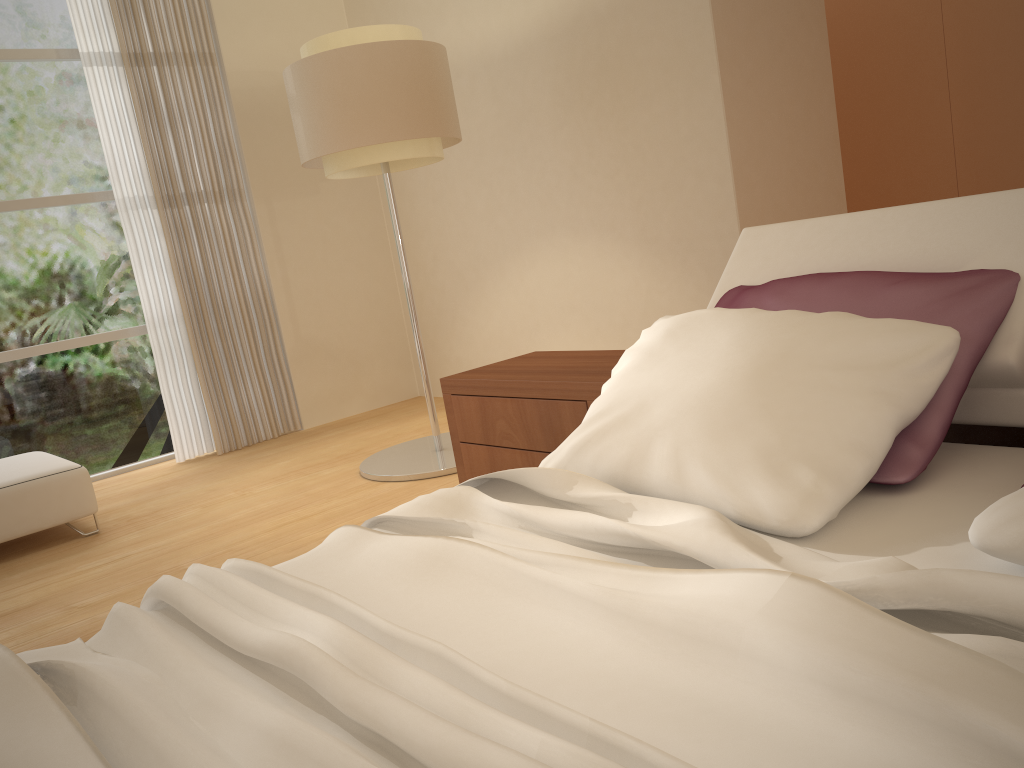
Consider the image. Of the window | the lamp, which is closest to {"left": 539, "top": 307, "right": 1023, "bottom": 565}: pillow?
the lamp

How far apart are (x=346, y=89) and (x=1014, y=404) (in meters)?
2.98

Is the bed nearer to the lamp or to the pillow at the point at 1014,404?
the pillow at the point at 1014,404

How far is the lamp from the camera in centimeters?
381cm

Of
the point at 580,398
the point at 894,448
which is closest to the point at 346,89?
the point at 580,398

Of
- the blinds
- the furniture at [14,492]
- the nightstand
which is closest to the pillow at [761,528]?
the nightstand

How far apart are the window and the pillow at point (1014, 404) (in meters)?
4.28

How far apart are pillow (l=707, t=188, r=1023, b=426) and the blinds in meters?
3.9

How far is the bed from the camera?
0.88m

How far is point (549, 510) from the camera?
1.6m
